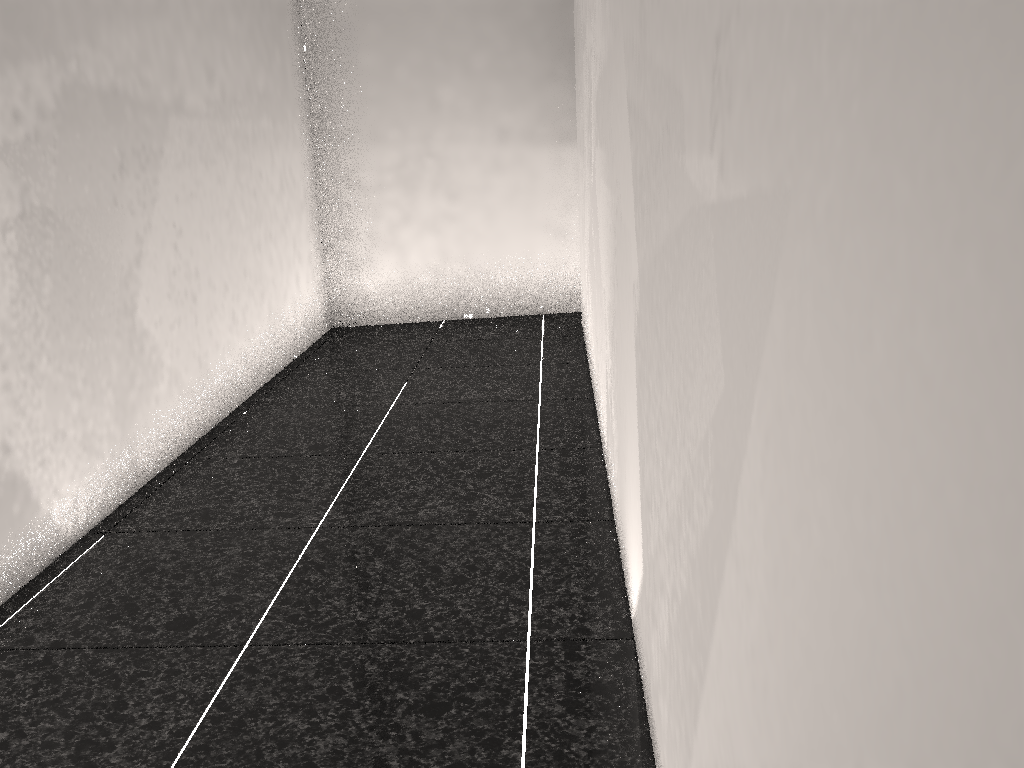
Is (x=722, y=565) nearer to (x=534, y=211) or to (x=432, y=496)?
(x=432, y=496)
